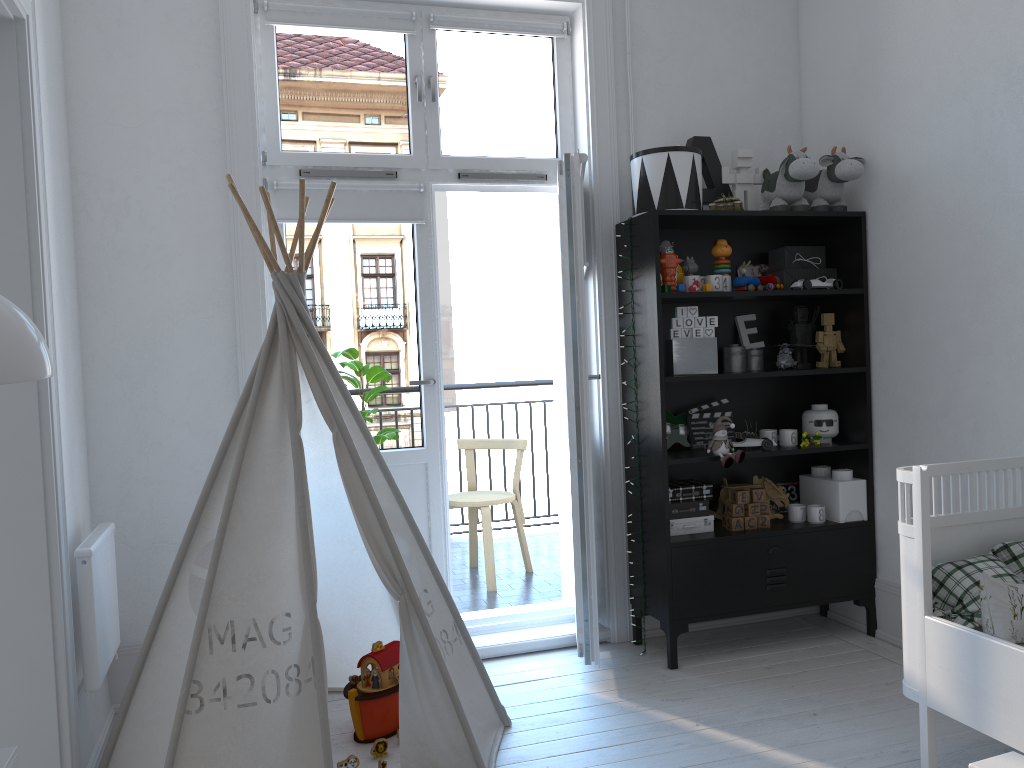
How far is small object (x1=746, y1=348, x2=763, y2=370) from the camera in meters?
3.6 m

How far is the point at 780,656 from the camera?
3.3m

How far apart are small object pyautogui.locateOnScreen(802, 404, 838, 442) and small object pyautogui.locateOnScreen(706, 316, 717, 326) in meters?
0.6 m

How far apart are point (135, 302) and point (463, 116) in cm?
144

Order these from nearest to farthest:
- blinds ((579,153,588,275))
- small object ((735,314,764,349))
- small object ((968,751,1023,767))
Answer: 1. small object ((968,751,1023,767))
2. blinds ((579,153,588,275))
3. small object ((735,314,764,349))

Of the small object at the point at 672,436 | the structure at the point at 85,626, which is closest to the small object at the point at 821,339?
the small object at the point at 672,436

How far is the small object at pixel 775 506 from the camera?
3.7m

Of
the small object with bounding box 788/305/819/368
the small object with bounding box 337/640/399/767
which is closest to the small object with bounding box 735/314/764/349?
the small object with bounding box 788/305/819/368

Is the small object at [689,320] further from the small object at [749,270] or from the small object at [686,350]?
the small object at [749,270]

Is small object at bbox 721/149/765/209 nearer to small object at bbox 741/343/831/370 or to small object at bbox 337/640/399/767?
small object at bbox 741/343/831/370
